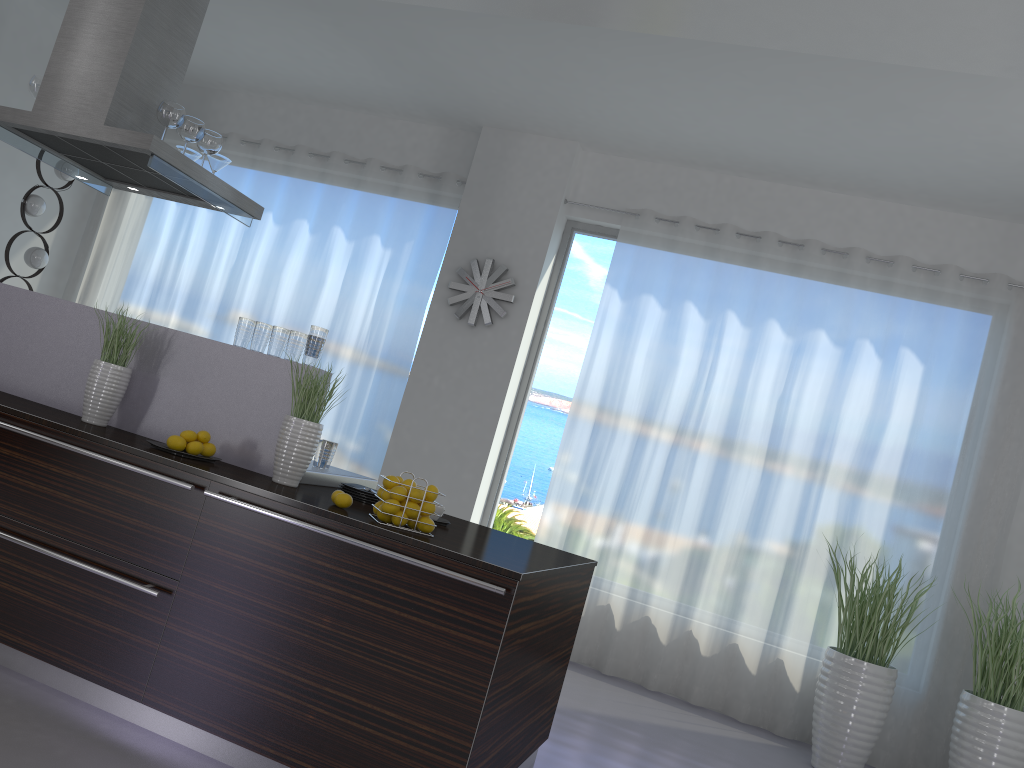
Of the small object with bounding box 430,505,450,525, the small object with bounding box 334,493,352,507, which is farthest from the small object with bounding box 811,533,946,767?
the small object with bounding box 334,493,352,507

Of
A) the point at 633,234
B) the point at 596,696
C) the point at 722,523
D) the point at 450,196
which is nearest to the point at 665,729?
the point at 596,696

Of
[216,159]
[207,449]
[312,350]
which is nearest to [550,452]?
[216,159]

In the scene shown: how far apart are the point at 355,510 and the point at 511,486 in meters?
3.4

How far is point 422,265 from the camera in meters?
6.6 m

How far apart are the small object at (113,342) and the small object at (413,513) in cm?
139

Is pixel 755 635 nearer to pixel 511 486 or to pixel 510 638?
pixel 511 486

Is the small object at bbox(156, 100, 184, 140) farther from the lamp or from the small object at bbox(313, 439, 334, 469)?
the lamp

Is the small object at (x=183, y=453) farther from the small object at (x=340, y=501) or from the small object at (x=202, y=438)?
the small object at (x=340, y=501)

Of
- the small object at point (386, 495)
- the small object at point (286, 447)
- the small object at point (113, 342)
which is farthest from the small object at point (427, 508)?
the small object at point (113, 342)
